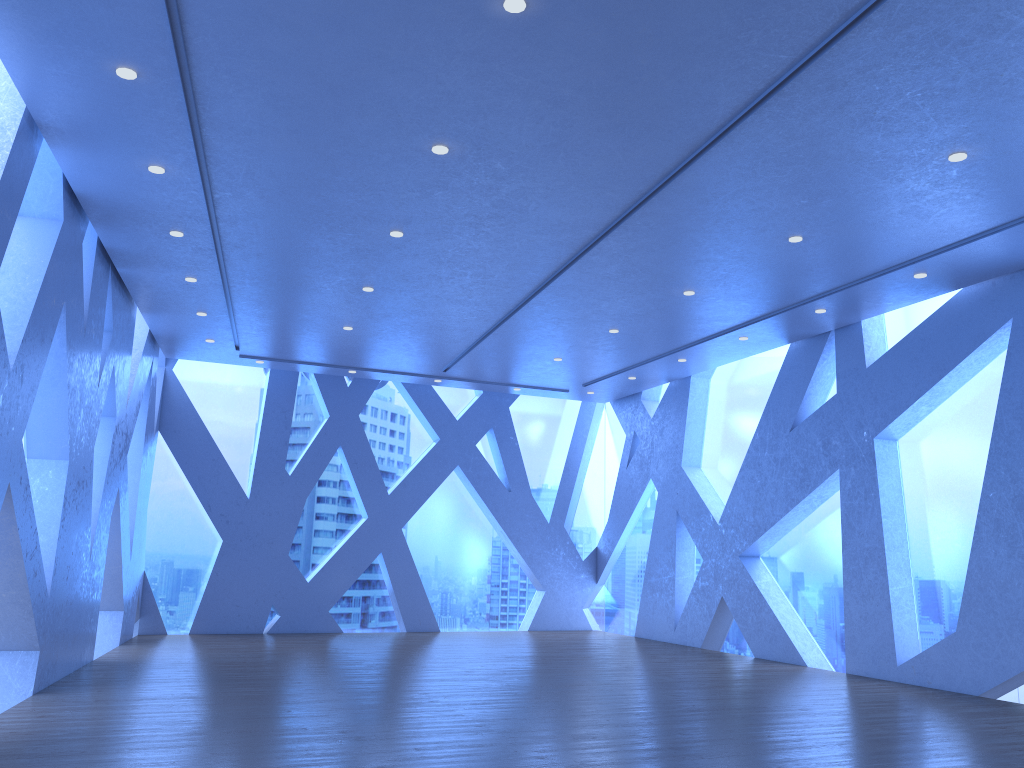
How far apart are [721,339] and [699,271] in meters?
2.7

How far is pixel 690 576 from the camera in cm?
1309
